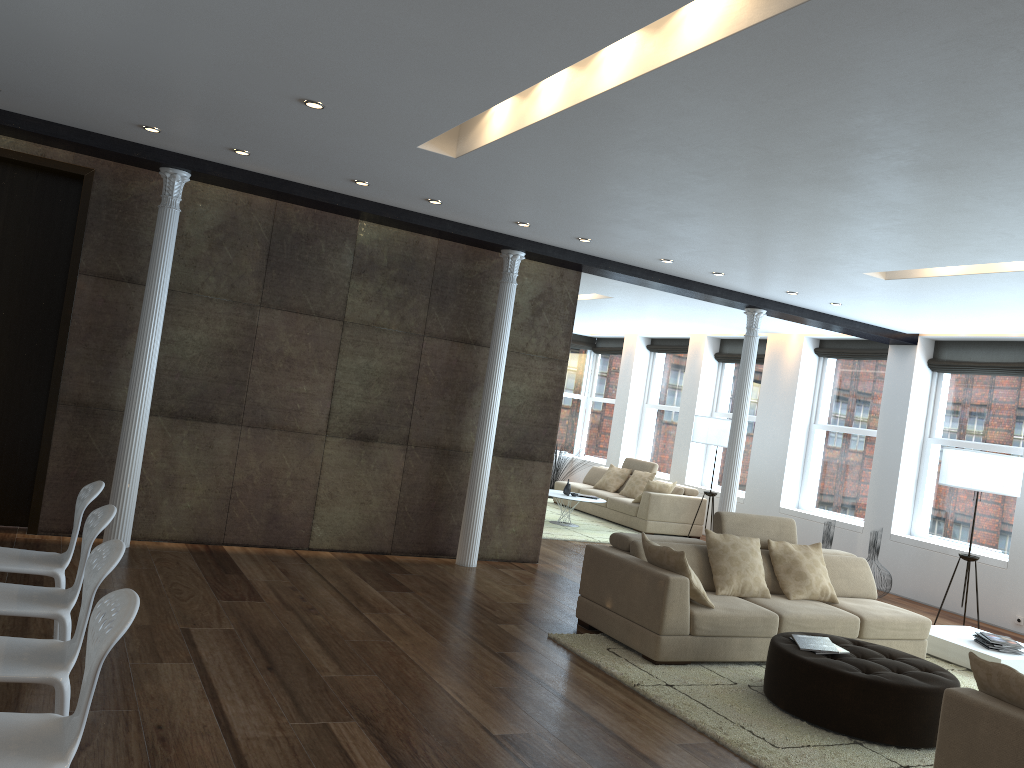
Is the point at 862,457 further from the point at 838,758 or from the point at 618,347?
the point at 838,758

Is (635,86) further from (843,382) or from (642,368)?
(642,368)

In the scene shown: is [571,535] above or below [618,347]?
below

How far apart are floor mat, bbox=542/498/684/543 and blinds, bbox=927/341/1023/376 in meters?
4.4

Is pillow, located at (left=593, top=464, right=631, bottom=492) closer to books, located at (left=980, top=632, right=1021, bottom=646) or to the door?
books, located at (left=980, top=632, right=1021, bottom=646)

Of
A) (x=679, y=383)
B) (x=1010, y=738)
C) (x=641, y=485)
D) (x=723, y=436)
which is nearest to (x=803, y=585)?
(x=1010, y=738)

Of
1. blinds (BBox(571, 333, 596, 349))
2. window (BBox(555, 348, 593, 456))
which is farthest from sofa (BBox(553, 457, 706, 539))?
blinds (BBox(571, 333, 596, 349))

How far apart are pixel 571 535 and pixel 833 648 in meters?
5.8 m

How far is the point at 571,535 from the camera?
10.87m

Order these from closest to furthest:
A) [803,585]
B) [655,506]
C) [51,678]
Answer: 1. [51,678]
2. [803,585]
3. [655,506]
